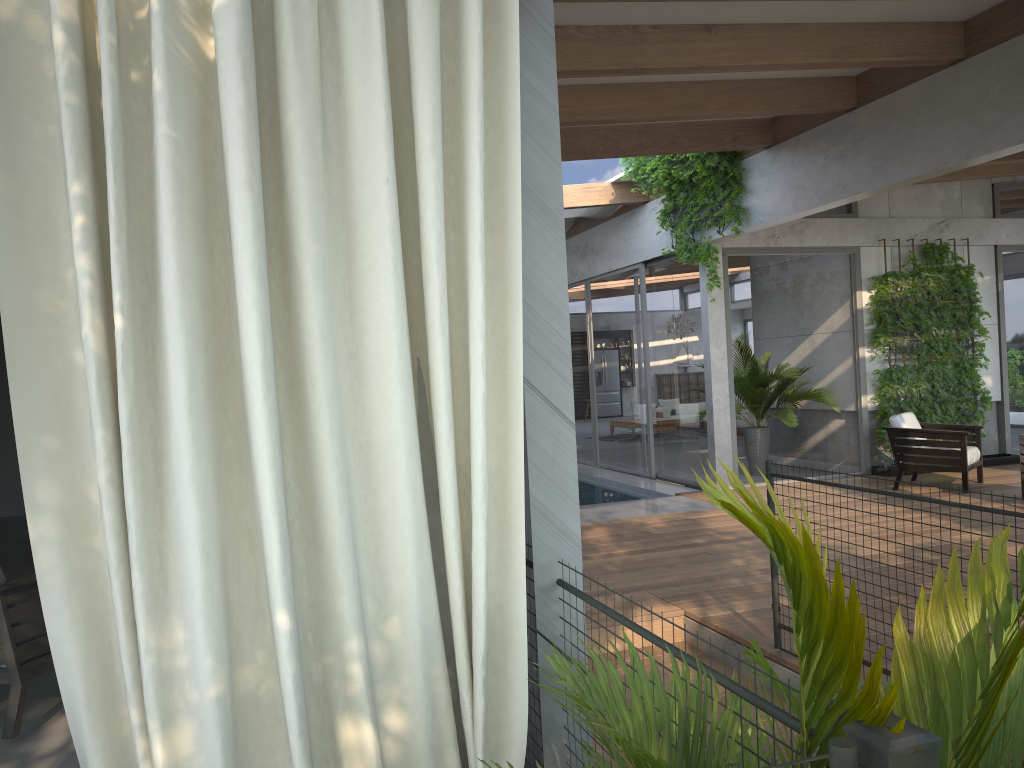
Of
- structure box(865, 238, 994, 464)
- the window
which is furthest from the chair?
structure box(865, 238, 994, 464)

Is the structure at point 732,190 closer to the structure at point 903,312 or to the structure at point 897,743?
the structure at point 903,312

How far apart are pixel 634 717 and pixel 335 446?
0.87m

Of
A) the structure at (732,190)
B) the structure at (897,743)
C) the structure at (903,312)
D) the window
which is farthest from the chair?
the structure at (903,312)

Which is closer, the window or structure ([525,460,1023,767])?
structure ([525,460,1023,767])

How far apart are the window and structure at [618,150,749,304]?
0.2m

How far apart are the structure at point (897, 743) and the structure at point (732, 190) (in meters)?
4.99

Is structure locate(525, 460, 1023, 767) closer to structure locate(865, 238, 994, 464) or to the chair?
the chair

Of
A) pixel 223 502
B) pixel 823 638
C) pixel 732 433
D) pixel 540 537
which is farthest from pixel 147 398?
pixel 732 433

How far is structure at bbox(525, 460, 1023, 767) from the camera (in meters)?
1.10
